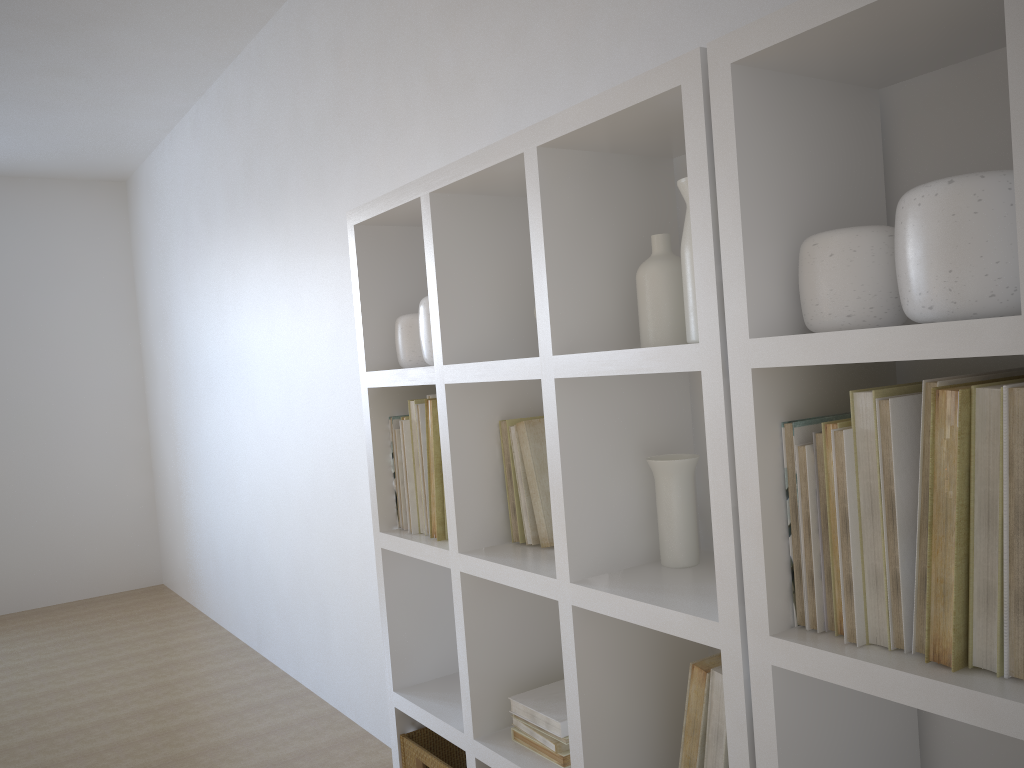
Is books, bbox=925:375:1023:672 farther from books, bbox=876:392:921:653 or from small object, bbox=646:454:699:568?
small object, bbox=646:454:699:568

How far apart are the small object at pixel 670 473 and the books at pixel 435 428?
0.57m

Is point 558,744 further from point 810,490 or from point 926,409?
point 926,409

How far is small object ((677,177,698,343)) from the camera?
1.41m

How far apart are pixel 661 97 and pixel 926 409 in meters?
0.6

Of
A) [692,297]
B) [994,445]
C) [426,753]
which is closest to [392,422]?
[426,753]

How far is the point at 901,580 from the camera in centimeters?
110cm

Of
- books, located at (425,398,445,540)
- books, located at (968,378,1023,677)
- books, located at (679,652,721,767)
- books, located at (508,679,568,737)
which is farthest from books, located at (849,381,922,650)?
books, located at (425,398,445,540)

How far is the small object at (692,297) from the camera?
1.4 meters

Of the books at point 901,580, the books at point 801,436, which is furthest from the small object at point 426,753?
the books at point 901,580
